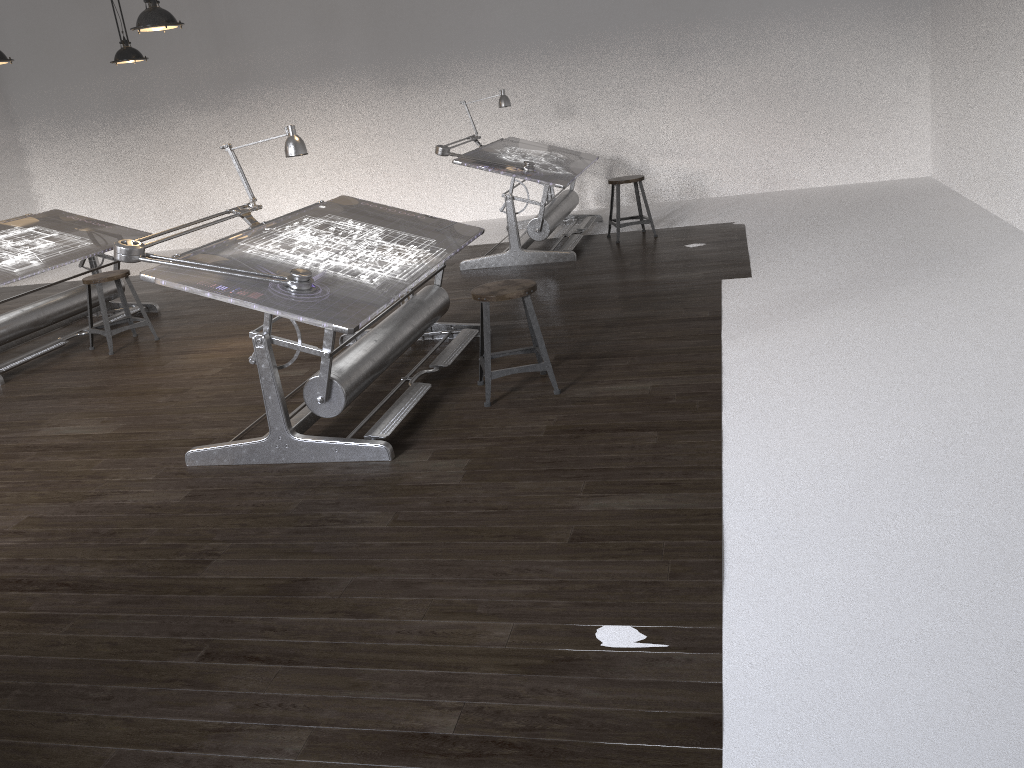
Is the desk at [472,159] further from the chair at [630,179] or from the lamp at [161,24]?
the lamp at [161,24]

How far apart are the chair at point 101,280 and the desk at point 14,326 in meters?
0.3

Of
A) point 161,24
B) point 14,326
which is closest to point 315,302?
point 161,24

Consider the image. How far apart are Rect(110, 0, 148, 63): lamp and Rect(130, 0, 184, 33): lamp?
2.3 meters

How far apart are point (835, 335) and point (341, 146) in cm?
691

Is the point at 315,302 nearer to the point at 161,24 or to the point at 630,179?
the point at 161,24

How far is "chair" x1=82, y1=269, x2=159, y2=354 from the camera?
6.04m

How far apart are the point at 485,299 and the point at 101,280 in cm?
334

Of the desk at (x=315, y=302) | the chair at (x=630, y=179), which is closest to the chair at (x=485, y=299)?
the desk at (x=315, y=302)

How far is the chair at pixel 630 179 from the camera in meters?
7.4
